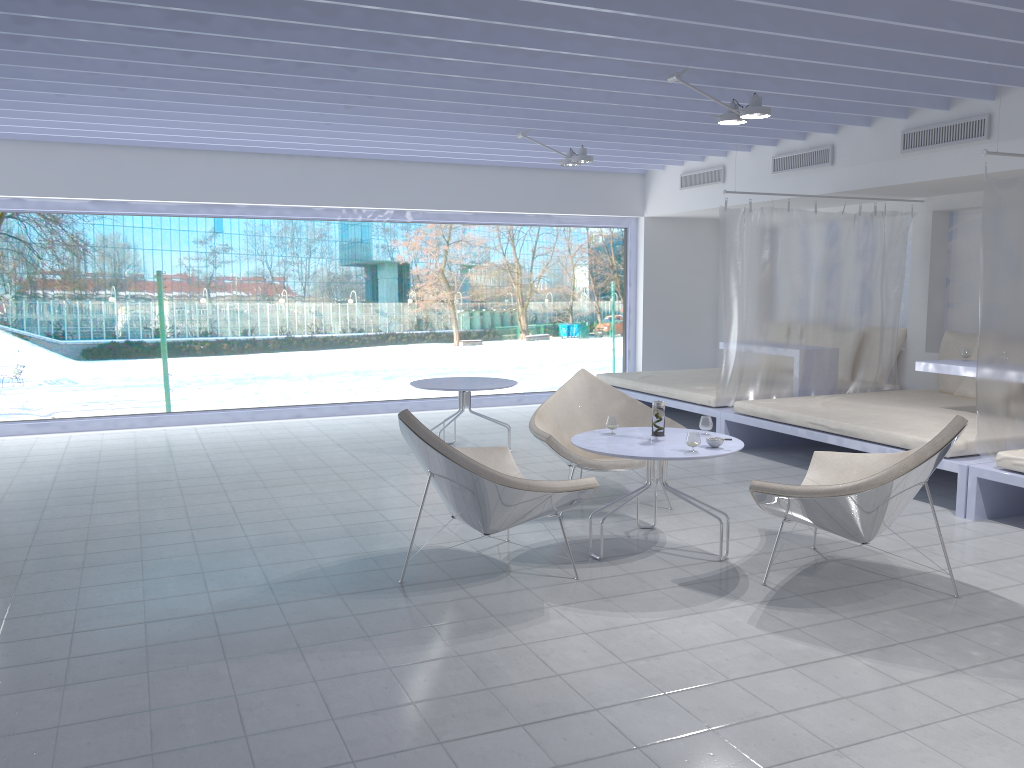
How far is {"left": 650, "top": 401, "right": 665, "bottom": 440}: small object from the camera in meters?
4.3 m

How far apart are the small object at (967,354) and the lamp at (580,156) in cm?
306

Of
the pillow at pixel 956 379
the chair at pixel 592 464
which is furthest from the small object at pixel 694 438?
the pillow at pixel 956 379

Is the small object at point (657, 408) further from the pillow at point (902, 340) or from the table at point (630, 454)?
the pillow at point (902, 340)

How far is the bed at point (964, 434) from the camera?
5.2 meters

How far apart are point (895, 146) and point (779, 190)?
1.27m

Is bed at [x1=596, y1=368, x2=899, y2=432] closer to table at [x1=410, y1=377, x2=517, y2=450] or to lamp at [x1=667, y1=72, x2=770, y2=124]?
table at [x1=410, y1=377, x2=517, y2=450]

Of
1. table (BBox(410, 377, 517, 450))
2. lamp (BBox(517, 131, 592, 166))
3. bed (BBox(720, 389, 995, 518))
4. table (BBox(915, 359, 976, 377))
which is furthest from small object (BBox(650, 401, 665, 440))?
lamp (BBox(517, 131, 592, 166))

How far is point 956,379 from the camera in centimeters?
708cm

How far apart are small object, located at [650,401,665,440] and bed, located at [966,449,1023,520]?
1.9m
